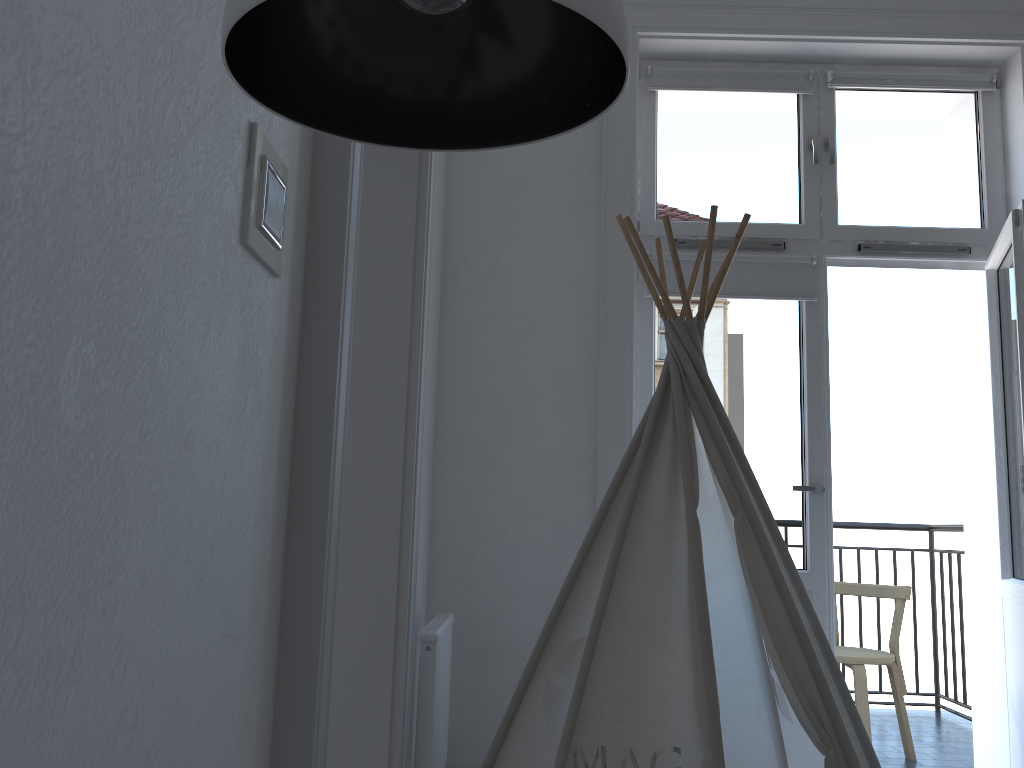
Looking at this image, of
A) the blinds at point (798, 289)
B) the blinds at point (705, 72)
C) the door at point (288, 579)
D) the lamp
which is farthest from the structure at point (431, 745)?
the blinds at point (705, 72)

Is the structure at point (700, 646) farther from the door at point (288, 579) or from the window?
the window

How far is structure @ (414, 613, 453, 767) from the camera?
2.0m

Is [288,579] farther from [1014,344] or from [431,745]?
[1014,344]

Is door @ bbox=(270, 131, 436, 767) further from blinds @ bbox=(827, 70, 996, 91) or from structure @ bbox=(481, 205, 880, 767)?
blinds @ bbox=(827, 70, 996, 91)

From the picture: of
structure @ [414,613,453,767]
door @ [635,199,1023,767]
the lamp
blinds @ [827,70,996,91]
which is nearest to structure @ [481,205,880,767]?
structure @ [414,613,453,767]

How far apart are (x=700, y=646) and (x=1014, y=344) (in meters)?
1.57

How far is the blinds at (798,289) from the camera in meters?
2.9 m

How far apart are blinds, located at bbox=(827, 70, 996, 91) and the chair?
2.01m

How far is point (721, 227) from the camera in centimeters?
299cm
